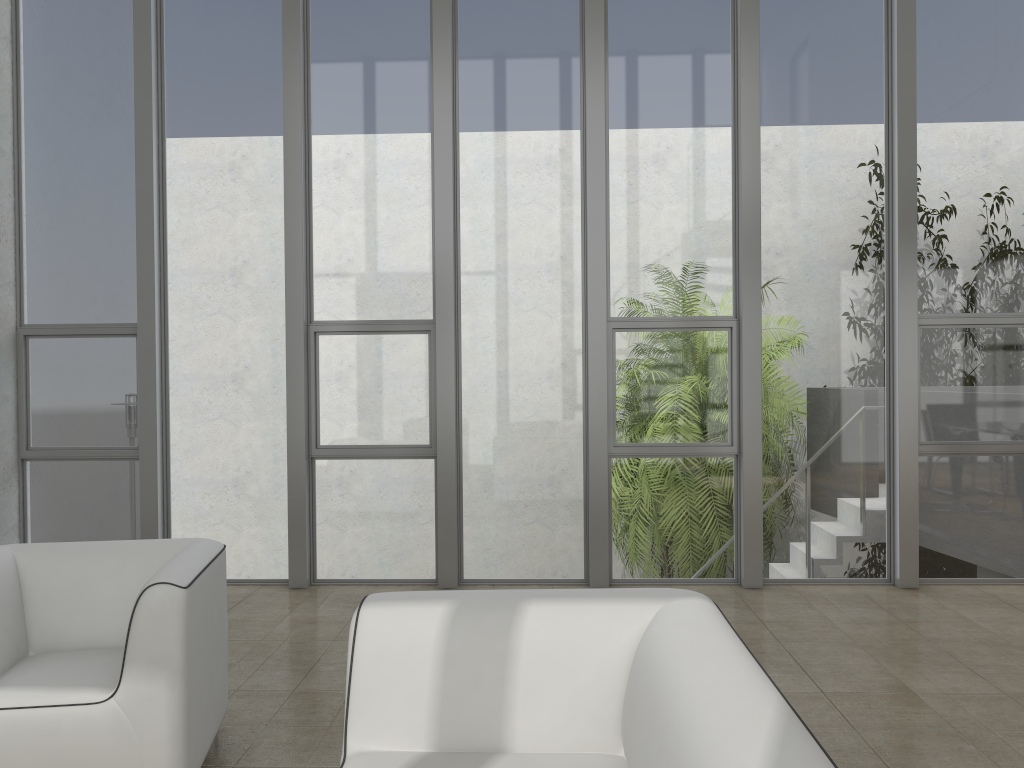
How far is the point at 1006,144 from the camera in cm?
530

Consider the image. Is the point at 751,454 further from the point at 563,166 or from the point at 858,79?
the point at 858,79

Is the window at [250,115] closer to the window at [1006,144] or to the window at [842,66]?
the window at [842,66]

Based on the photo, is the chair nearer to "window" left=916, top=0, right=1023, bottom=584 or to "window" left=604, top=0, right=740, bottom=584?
"window" left=604, top=0, right=740, bottom=584

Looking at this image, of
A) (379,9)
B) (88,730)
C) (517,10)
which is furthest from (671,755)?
(379,9)

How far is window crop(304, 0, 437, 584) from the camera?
5.4 meters

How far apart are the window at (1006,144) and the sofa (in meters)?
3.61

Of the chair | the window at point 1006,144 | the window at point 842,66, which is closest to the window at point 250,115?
the chair

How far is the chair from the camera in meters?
2.5

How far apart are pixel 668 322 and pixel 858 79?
1.9m
